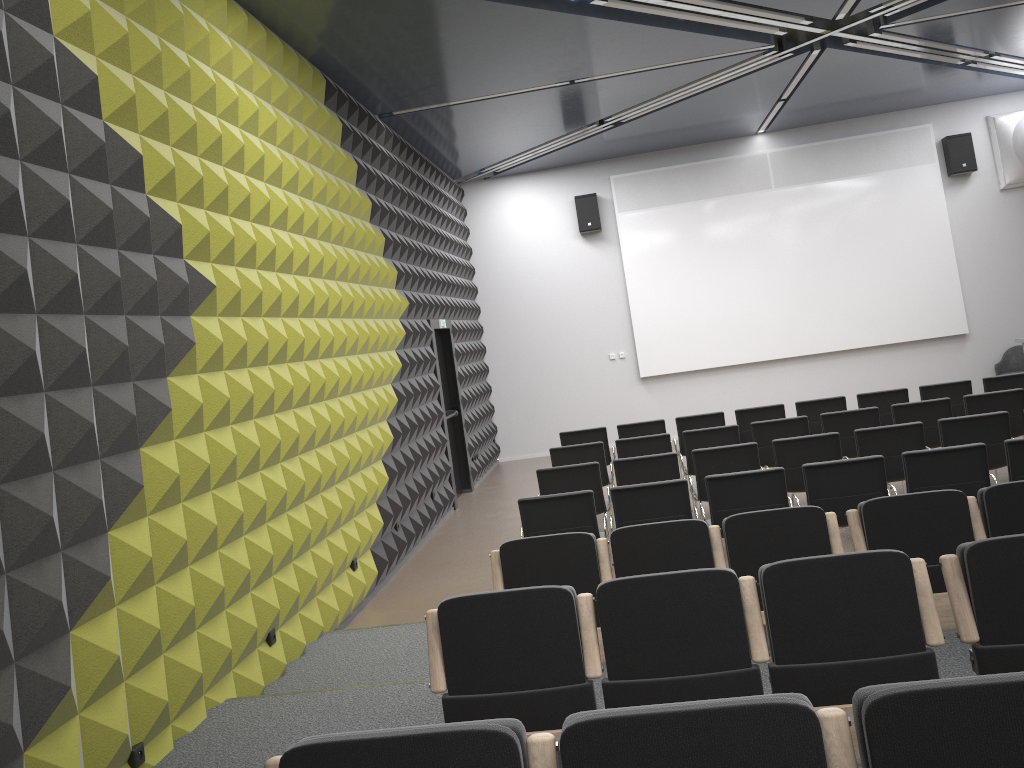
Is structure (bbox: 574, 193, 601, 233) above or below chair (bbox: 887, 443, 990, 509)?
above

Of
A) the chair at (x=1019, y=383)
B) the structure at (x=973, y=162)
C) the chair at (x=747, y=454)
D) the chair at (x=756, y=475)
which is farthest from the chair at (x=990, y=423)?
the structure at (x=973, y=162)

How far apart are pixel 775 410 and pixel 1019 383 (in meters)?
2.61

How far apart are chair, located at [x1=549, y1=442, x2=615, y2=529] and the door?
2.7m

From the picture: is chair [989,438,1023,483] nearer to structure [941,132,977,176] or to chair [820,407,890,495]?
chair [820,407,890,495]

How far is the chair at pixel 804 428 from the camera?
8.7m

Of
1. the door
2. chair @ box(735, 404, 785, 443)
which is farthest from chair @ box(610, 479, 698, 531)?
the door

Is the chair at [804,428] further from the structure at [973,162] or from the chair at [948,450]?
the structure at [973,162]

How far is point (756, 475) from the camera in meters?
6.3

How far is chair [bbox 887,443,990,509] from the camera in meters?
6.1 m
